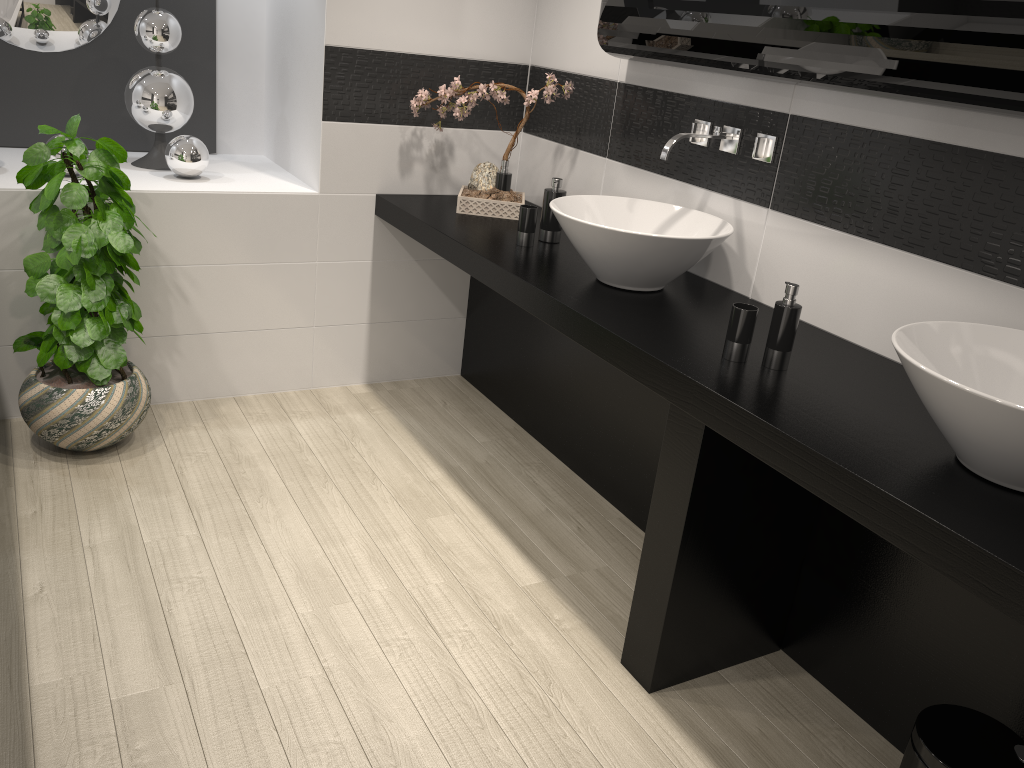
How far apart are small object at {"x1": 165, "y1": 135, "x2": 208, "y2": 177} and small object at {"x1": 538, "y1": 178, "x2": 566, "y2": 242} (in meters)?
1.36

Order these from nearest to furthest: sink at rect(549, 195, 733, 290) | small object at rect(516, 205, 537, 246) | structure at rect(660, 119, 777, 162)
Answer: sink at rect(549, 195, 733, 290)
structure at rect(660, 119, 777, 162)
small object at rect(516, 205, 537, 246)

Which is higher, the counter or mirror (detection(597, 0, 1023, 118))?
mirror (detection(597, 0, 1023, 118))

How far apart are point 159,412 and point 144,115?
1.16m

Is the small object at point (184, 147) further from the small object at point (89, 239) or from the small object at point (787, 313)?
the small object at point (787, 313)

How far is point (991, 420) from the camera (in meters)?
1.52

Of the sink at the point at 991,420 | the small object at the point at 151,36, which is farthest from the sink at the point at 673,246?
the small object at the point at 151,36

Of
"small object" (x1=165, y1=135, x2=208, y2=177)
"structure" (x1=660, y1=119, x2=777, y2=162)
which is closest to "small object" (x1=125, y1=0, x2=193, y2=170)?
"small object" (x1=165, y1=135, x2=208, y2=177)

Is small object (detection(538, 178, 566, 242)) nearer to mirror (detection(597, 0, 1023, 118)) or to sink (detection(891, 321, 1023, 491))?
mirror (detection(597, 0, 1023, 118))

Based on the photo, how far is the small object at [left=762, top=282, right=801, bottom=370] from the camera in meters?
2.1 m
